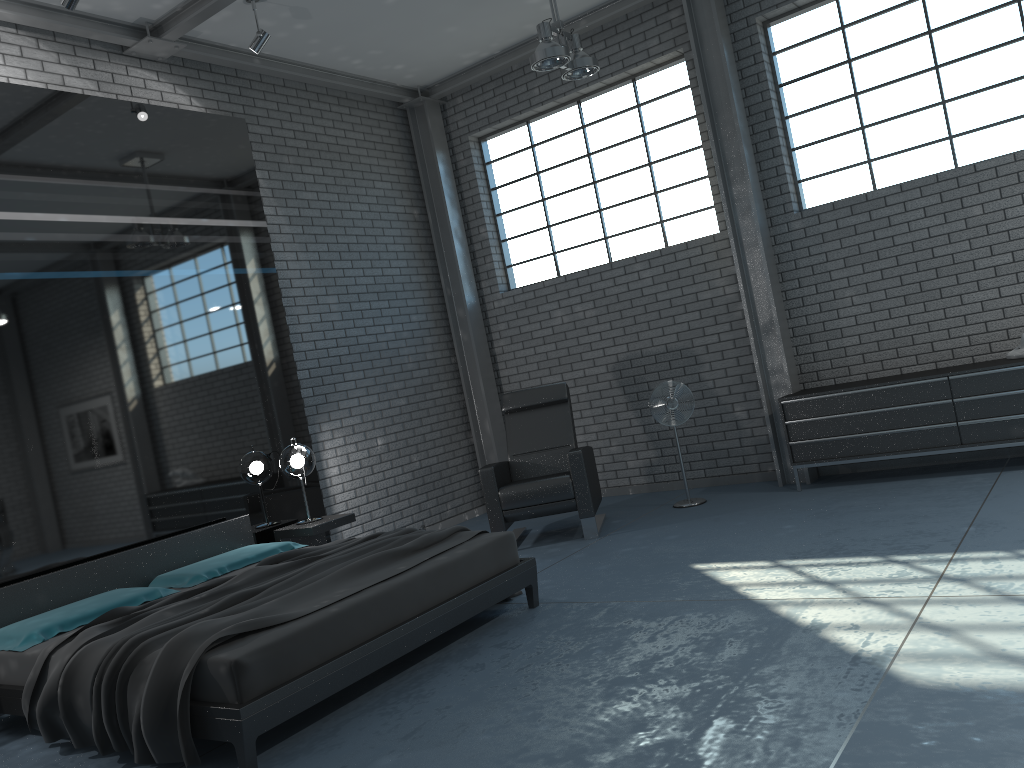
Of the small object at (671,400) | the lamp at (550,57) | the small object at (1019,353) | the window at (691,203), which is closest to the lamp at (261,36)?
the lamp at (550,57)

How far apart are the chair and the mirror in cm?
130

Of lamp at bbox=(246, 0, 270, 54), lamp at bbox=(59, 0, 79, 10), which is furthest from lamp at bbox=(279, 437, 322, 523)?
lamp at bbox=(59, 0, 79, 10)

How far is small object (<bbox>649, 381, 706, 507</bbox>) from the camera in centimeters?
660cm

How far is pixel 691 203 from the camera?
7.3 meters

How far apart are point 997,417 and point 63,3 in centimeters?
602cm

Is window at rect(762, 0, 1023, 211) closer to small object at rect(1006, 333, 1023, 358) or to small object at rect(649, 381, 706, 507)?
small object at rect(1006, 333, 1023, 358)

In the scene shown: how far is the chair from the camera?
6.2 meters

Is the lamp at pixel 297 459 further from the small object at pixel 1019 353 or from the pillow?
the small object at pixel 1019 353

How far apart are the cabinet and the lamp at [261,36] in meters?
4.3 m
